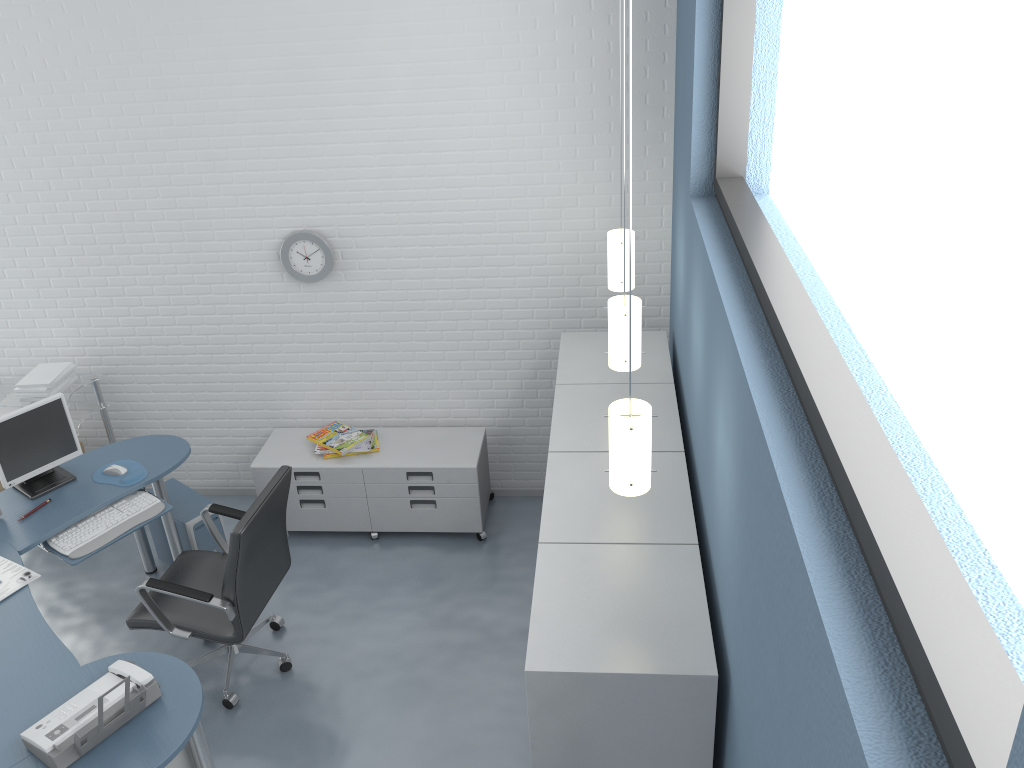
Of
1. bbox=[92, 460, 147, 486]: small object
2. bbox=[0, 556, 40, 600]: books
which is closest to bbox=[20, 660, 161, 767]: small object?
bbox=[0, 556, 40, 600]: books

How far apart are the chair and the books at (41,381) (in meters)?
1.36

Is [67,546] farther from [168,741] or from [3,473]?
[168,741]

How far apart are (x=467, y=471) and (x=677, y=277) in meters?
1.5

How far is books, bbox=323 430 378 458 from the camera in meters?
4.8 m

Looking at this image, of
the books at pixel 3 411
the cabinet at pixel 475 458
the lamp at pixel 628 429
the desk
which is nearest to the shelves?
the books at pixel 3 411

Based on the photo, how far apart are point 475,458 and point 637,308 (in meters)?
1.81

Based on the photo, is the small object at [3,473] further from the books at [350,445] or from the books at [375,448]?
the books at [375,448]

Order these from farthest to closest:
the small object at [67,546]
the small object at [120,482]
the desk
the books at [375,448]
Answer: the books at [375,448] < the small object at [120,482] < the small object at [67,546] < the desk

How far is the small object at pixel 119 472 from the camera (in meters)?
4.21
